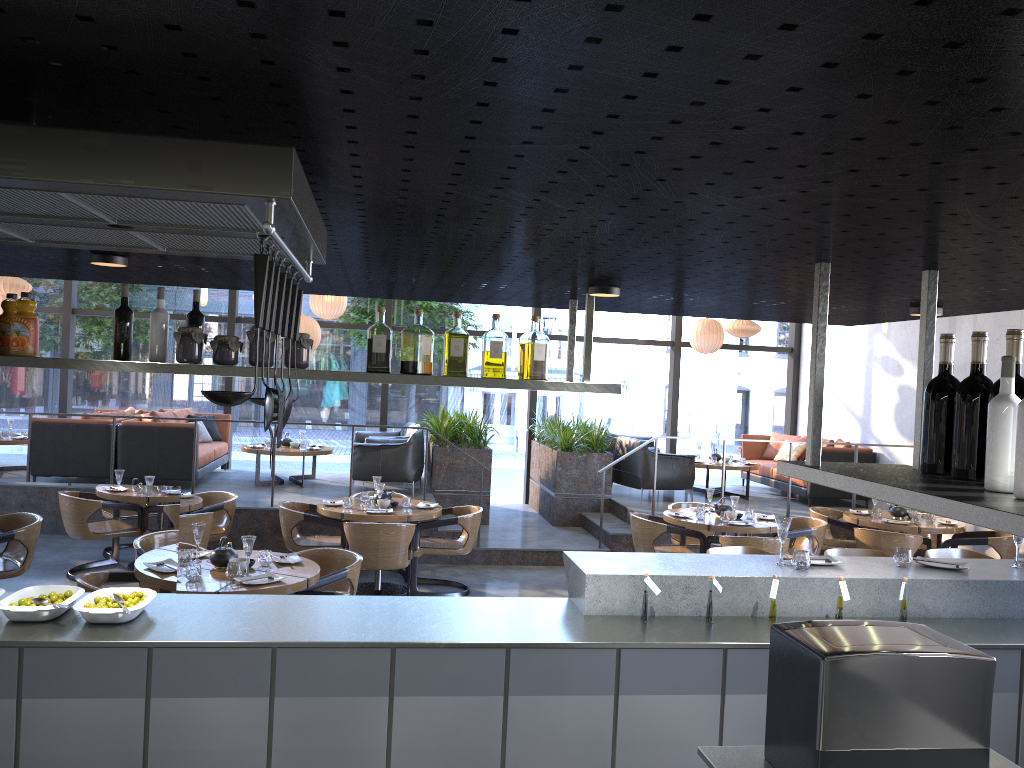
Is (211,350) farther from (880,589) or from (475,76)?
(475,76)

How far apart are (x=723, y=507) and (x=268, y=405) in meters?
7.2

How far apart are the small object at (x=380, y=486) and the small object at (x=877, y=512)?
4.8 meters

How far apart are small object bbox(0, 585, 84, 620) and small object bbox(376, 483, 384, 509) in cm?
394

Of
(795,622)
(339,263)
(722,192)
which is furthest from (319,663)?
(722,192)

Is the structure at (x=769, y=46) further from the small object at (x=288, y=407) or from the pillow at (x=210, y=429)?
the pillow at (x=210, y=429)

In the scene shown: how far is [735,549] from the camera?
5.0 meters

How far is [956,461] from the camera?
2.25m

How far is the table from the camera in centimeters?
476cm

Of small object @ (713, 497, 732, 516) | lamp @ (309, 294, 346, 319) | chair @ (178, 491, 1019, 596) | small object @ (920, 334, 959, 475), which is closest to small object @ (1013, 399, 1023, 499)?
small object @ (920, 334, 959, 475)
